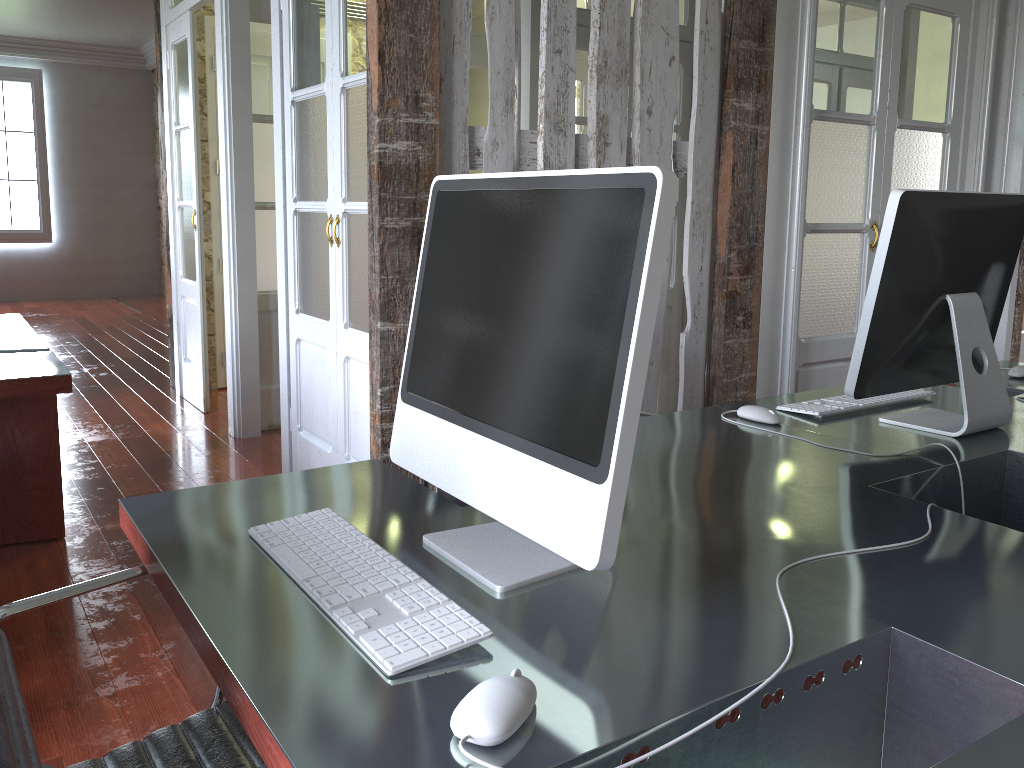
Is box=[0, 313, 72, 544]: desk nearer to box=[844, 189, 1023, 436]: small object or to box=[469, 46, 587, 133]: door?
box=[844, 189, 1023, 436]: small object

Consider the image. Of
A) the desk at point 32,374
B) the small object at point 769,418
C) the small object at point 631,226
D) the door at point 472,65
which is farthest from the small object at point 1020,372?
the door at point 472,65

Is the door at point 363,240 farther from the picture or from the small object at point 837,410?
the picture

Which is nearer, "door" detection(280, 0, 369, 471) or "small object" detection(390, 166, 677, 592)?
"small object" detection(390, 166, 677, 592)

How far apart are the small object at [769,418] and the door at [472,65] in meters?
3.7

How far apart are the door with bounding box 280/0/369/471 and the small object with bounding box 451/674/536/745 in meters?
2.3

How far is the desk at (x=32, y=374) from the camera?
2.7 meters

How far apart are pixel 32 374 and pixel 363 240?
1.1m

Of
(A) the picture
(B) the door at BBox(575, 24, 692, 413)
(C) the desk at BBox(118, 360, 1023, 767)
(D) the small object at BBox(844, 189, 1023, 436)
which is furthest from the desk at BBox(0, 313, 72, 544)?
Answer: (A) the picture

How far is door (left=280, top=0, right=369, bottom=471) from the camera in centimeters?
303cm
